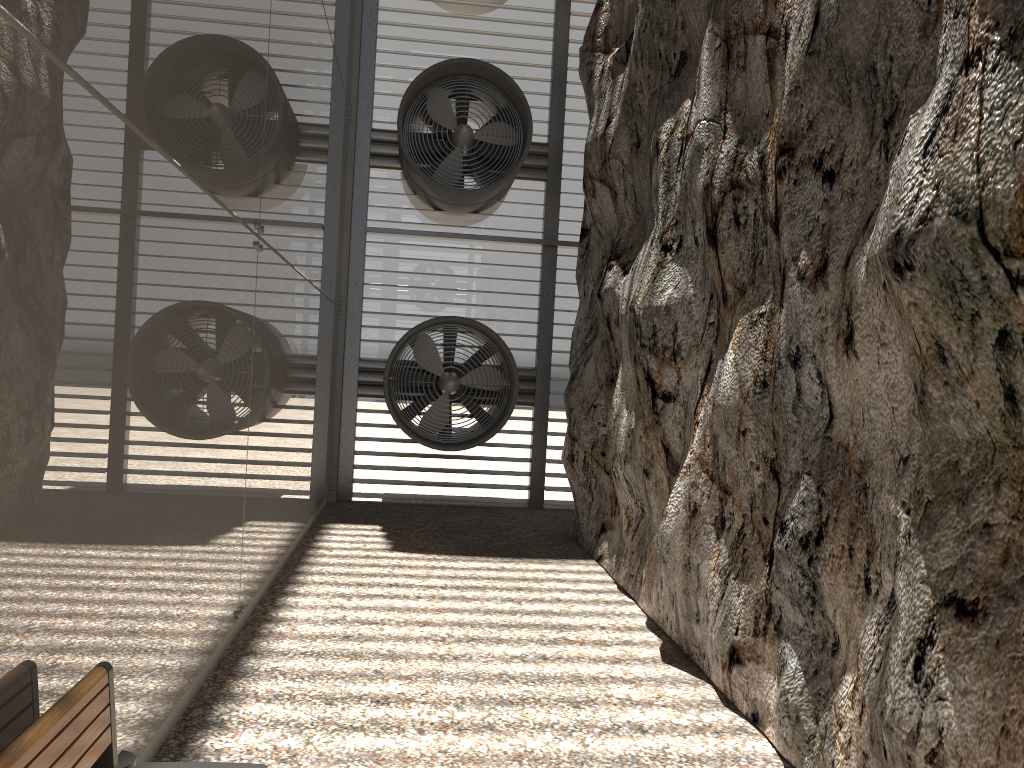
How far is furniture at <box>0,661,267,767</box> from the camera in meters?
2.2

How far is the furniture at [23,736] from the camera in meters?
2.2

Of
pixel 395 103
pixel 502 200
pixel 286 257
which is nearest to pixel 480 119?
pixel 502 200

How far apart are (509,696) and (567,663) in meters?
0.7 m

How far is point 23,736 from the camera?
2.2 meters
